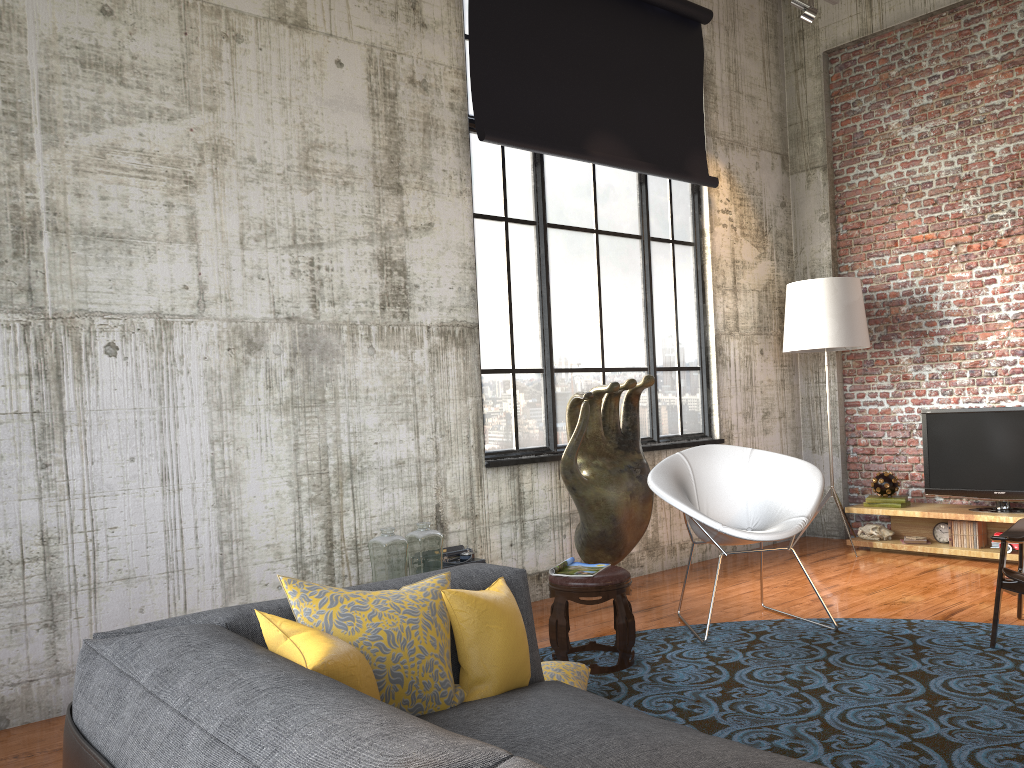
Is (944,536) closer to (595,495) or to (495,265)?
(595,495)

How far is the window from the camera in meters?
6.0 m

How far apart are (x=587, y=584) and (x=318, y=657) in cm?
260

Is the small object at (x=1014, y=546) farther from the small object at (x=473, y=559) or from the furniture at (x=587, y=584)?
the small object at (x=473, y=559)

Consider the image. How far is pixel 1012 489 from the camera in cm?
663

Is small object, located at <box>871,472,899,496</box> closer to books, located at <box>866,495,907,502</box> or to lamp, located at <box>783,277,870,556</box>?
books, located at <box>866,495,907,502</box>

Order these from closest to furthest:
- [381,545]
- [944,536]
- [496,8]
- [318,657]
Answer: [318,657] → [381,545] → [496,8] → [944,536]

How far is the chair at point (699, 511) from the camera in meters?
4.9

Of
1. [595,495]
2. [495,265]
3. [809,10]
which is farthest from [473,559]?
[809,10]

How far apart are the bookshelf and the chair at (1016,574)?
1.7m
